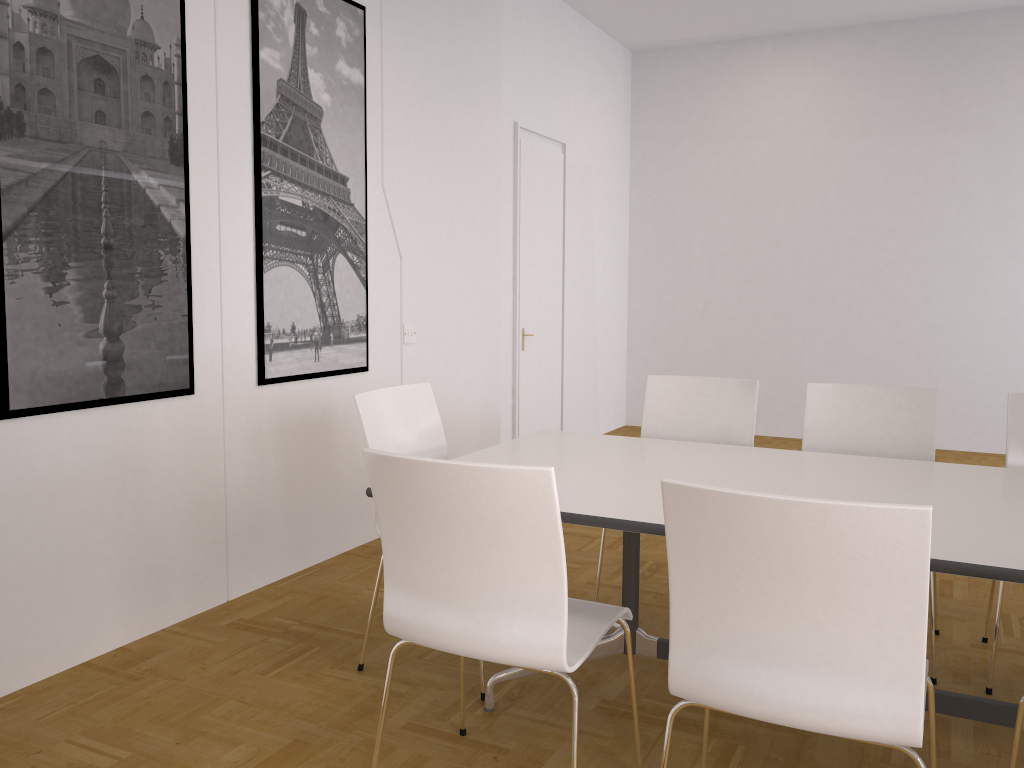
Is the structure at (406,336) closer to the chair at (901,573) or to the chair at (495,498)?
the chair at (495,498)

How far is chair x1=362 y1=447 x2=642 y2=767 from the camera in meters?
1.9

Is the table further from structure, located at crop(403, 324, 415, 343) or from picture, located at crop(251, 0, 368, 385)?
structure, located at crop(403, 324, 415, 343)

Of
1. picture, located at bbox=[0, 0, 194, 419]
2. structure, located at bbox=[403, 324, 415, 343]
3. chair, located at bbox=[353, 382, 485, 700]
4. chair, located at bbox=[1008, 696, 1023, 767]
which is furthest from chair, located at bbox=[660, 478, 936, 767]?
structure, located at bbox=[403, 324, 415, 343]

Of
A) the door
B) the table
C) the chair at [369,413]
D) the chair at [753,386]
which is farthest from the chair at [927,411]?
the door

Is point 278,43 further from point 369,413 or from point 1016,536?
point 1016,536

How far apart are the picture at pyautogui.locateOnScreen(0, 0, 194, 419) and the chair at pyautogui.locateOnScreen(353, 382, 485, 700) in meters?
0.8 m

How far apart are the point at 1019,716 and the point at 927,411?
1.6 meters

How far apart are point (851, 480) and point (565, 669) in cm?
121

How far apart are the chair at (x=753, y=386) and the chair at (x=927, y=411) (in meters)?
0.21
